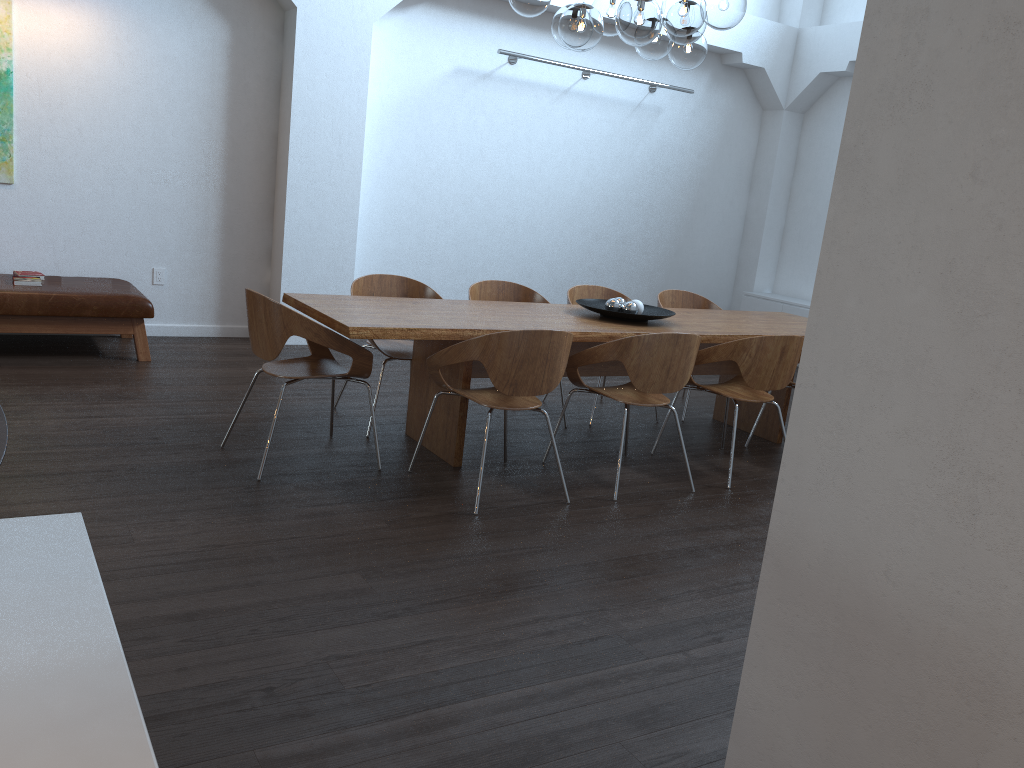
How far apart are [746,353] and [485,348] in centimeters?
156cm

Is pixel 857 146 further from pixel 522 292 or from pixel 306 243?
pixel 306 243

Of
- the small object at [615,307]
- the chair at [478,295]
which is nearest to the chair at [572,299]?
the chair at [478,295]

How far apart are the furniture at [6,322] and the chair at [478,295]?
2.2m

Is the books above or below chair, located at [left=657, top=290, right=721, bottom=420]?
below

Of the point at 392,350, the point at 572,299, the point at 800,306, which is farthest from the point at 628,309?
the point at 800,306

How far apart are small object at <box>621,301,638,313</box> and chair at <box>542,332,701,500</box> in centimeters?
52cm

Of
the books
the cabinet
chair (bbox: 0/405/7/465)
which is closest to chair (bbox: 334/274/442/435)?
the books

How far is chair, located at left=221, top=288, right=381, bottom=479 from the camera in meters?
4.0 m

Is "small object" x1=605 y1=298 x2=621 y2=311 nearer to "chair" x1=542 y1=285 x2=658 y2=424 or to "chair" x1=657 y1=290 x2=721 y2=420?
"chair" x1=542 y1=285 x2=658 y2=424
